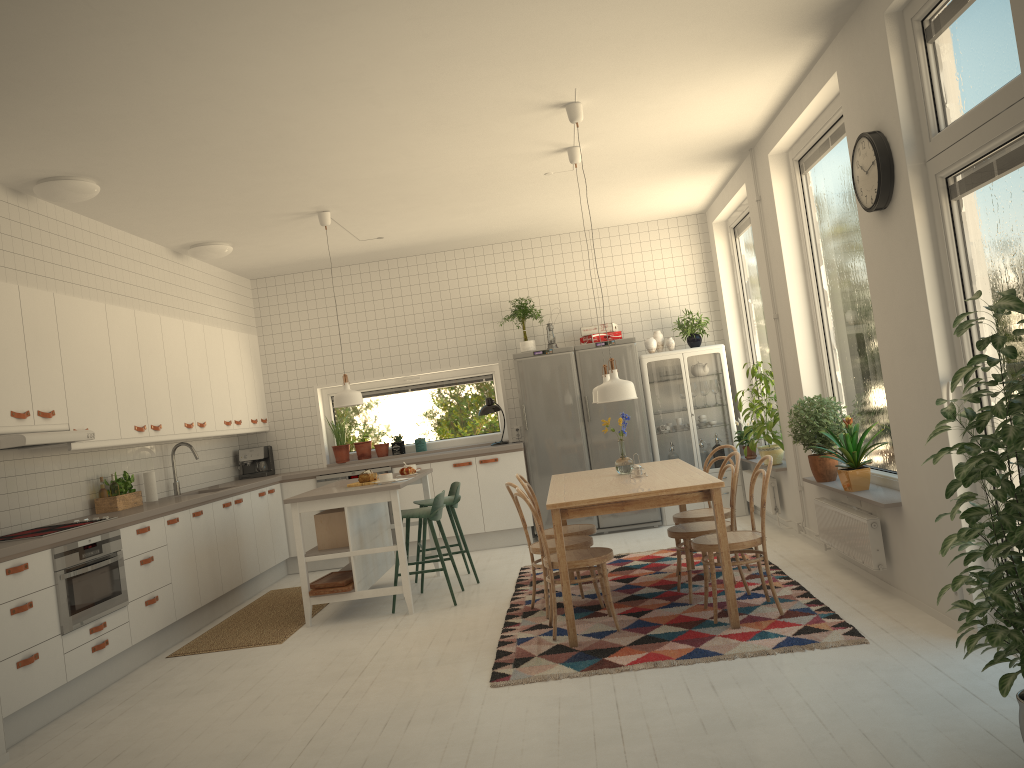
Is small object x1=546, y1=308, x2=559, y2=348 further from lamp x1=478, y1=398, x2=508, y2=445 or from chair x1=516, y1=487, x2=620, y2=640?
chair x1=516, y1=487, x2=620, y2=640

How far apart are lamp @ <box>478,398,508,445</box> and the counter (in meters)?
0.46

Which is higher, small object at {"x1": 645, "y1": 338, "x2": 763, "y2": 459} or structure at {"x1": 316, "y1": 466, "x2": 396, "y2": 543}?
small object at {"x1": 645, "y1": 338, "x2": 763, "y2": 459}

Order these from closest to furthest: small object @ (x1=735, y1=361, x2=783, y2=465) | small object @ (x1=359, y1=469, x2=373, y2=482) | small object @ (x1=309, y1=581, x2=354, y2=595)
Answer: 1. small object @ (x1=309, y1=581, x2=354, y2=595)
2. small object @ (x1=359, y1=469, x2=373, y2=482)
3. small object @ (x1=735, y1=361, x2=783, y2=465)

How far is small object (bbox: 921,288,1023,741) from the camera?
2.5m

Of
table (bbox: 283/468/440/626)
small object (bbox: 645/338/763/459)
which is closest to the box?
table (bbox: 283/468/440/626)

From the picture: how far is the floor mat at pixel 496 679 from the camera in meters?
4.2 m

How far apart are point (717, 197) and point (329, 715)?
5.8 meters

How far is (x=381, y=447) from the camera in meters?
8.8 m

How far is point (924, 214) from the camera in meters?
3.8 m
